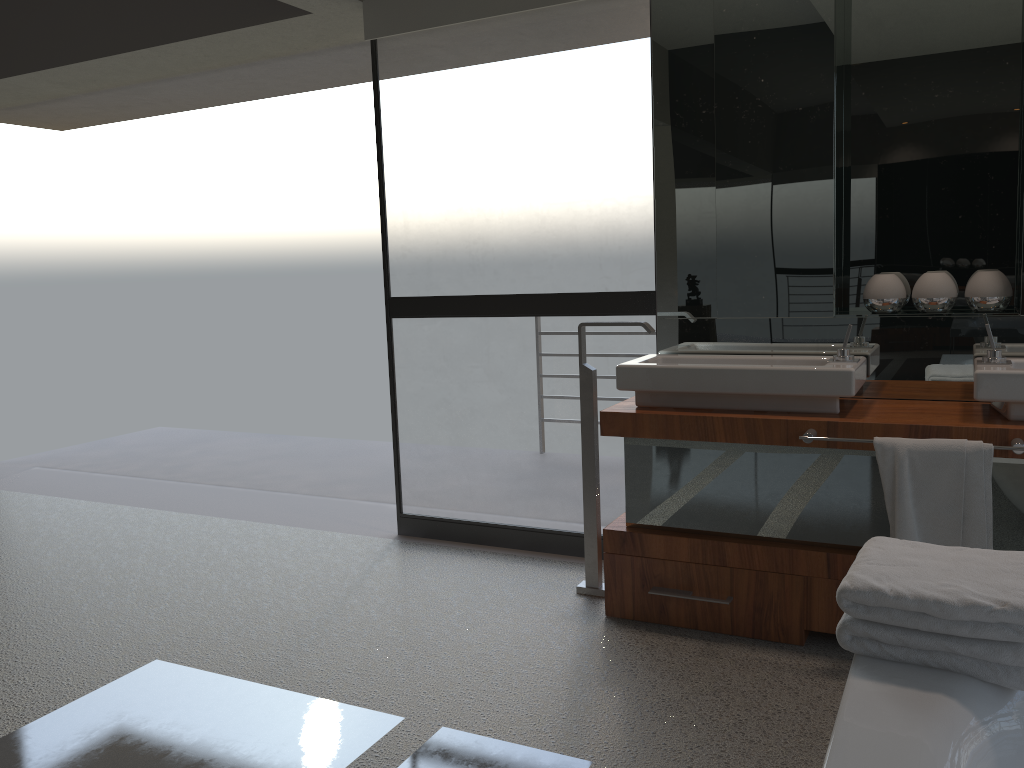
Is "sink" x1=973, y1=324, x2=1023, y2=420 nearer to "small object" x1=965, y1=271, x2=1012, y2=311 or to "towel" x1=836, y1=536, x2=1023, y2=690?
"small object" x1=965, y1=271, x2=1012, y2=311

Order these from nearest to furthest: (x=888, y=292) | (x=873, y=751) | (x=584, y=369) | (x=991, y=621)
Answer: (x=873, y=751) < (x=991, y=621) < (x=888, y=292) < (x=584, y=369)

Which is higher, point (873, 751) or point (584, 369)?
point (584, 369)

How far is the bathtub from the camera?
1.23m

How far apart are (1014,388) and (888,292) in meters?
0.6 m

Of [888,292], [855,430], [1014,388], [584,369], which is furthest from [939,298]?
[584,369]

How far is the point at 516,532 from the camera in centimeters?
377cm

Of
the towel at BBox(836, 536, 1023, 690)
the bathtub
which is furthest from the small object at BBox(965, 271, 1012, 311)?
the bathtub

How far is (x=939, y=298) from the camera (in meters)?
2.87

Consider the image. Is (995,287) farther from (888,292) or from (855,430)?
(855,430)
